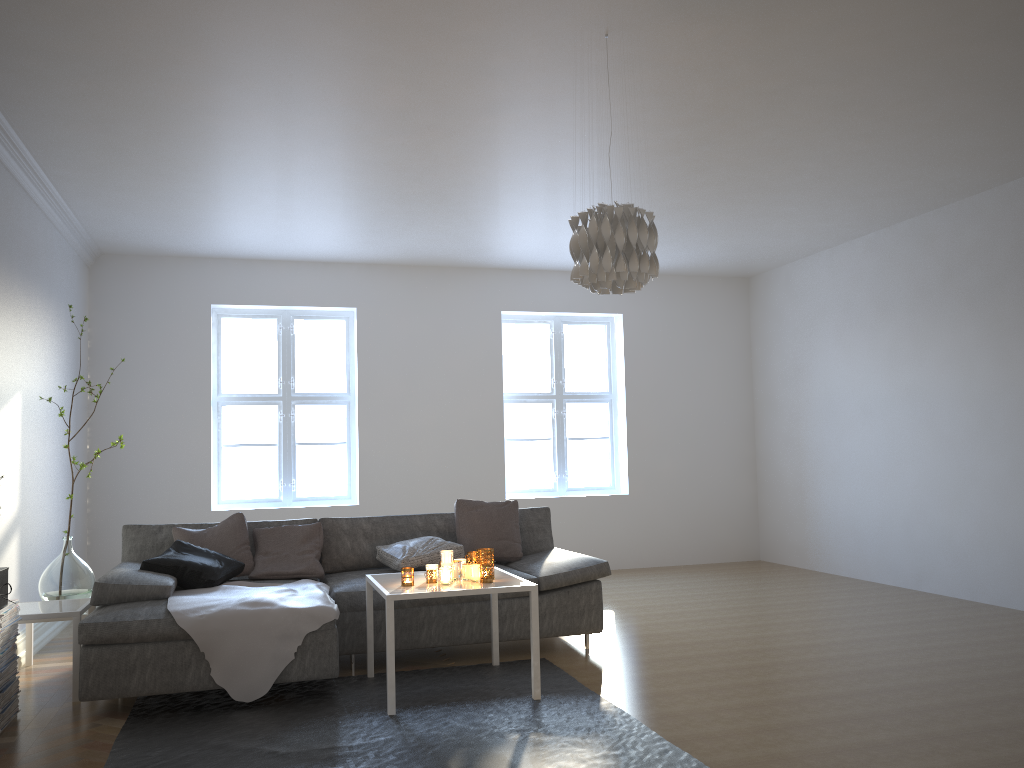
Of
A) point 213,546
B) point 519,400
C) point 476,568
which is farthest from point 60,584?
point 519,400

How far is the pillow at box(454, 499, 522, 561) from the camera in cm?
534

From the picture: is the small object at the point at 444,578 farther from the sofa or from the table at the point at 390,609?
the sofa

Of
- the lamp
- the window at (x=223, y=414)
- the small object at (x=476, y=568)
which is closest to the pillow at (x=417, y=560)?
the small object at (x=476, y=568)

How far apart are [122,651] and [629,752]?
2.17m

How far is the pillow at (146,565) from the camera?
4.4 meters

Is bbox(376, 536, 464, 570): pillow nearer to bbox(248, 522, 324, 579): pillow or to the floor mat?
bbox(248, 522, 324, 579): pillow

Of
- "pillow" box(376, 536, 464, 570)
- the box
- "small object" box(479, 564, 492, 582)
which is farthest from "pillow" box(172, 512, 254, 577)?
"small object" box(479, 564, 492, 582)

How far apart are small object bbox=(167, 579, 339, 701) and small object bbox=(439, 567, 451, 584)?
0.5 meters

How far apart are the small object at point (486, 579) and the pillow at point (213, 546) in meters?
1.6
